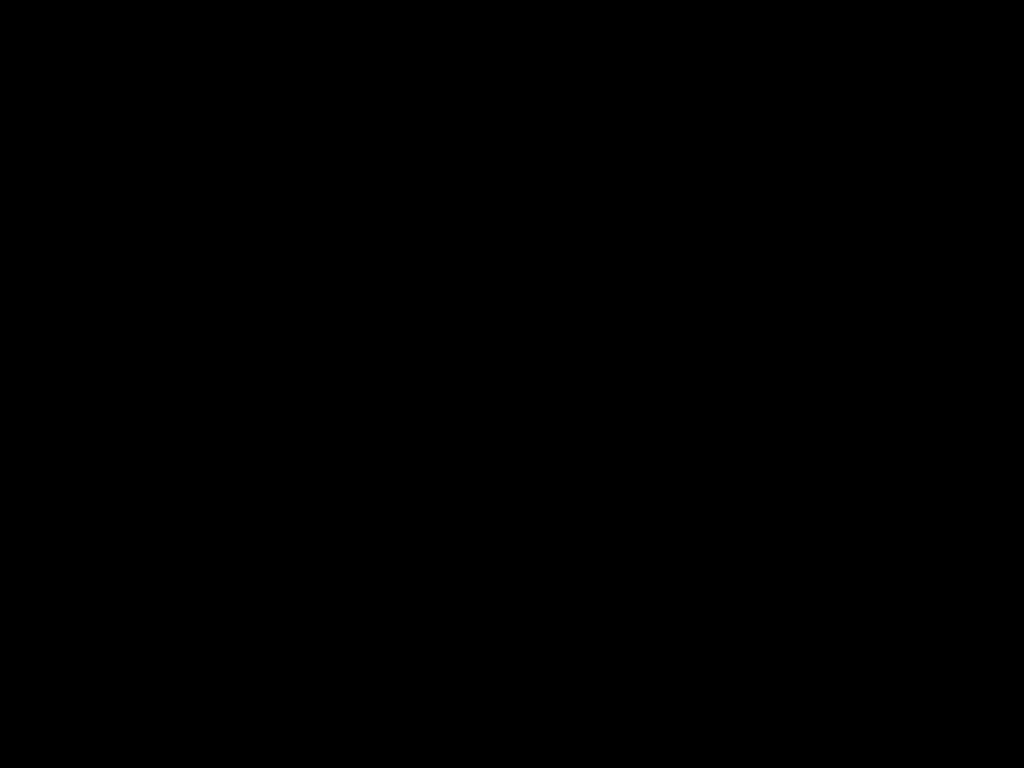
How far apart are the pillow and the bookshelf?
0.04m

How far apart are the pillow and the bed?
0.0 meters

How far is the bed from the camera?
0.4m

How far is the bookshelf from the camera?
1.0m

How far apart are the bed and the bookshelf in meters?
0.0

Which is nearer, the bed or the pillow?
the bed

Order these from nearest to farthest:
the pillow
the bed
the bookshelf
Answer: the bed, the bookshelf, the pillow

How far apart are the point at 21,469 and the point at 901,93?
0.9 meters

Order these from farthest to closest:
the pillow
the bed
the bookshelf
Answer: the pillow → the bookshelf → the bed

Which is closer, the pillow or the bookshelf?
the bookshelf
